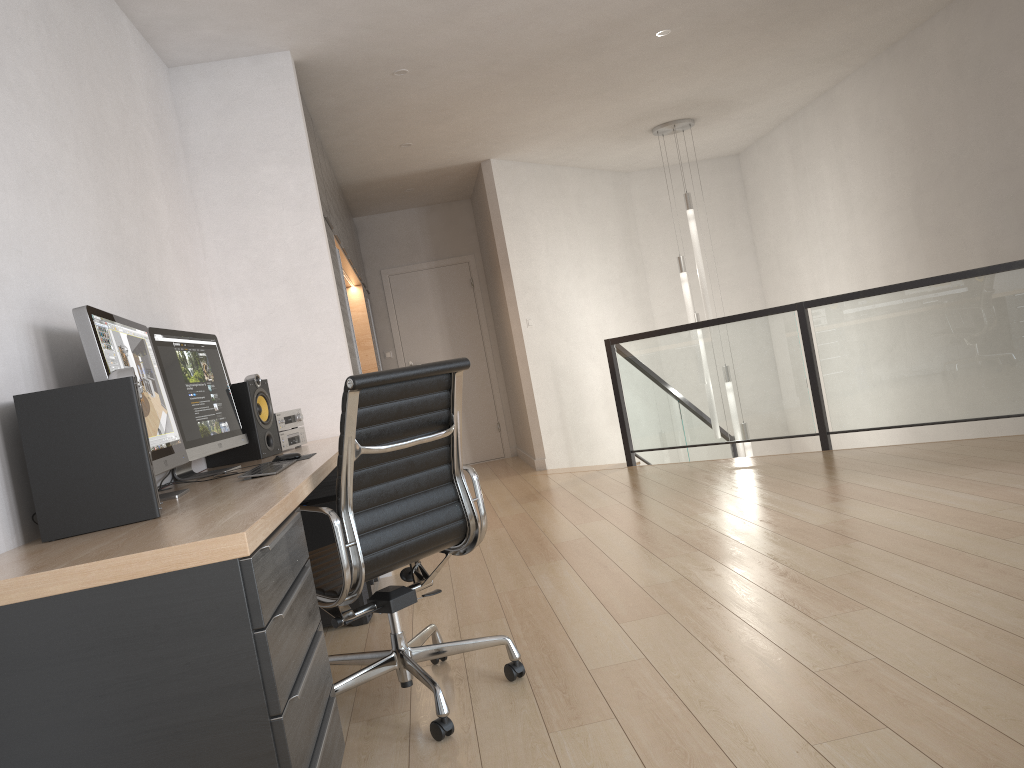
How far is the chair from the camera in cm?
234

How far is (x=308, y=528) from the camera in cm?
363

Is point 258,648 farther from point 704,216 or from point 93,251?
point 704,216

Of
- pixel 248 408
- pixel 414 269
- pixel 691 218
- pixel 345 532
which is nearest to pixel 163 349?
pixel 248 408

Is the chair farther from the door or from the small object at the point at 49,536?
the door

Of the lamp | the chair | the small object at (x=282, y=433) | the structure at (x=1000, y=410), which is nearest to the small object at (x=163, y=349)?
the small object at (x=282, y=433)

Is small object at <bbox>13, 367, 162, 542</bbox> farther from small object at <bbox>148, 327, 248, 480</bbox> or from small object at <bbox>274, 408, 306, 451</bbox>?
small object at <bbox>274, 408, 306, 451</bbox>

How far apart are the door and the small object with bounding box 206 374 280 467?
5.3m

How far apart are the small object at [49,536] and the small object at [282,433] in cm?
183

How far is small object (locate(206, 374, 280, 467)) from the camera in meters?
3.7 m
